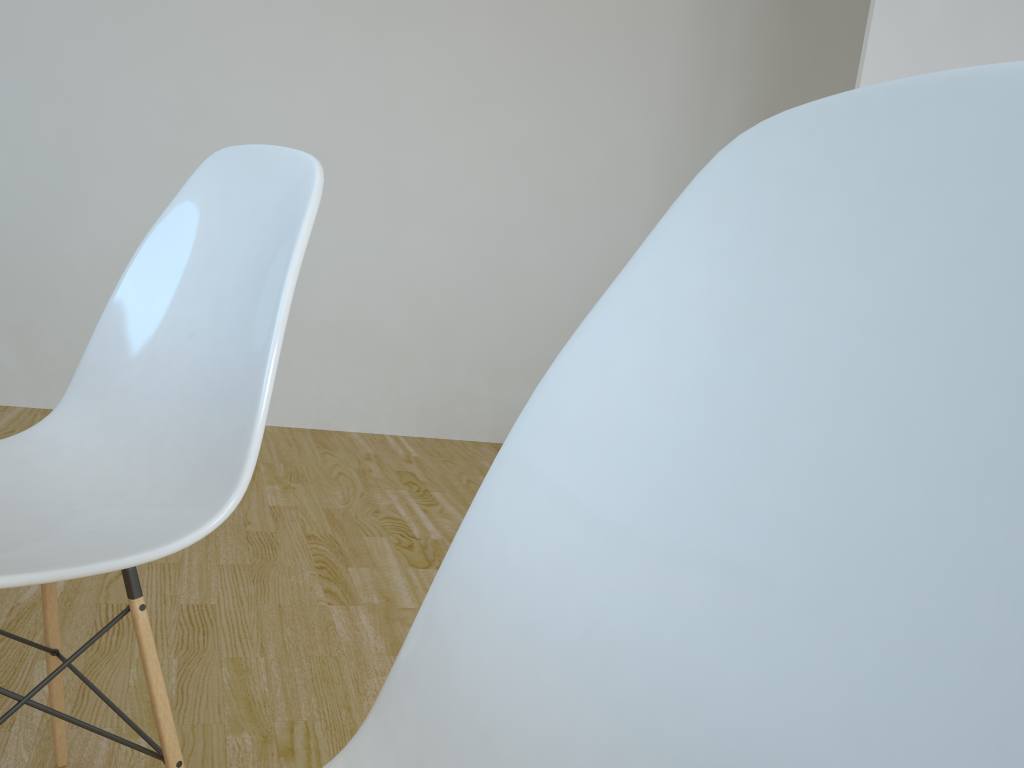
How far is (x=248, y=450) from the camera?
0.9 meters

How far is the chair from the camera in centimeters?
93cm

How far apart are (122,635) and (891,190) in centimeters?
171cm

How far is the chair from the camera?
0.9m
